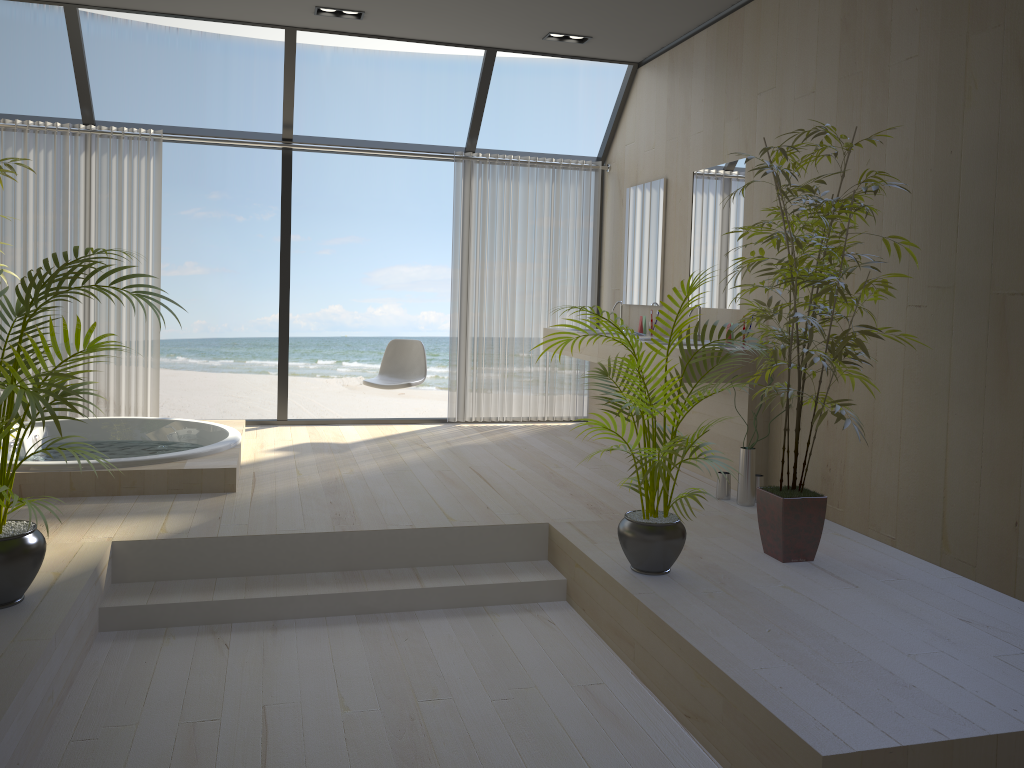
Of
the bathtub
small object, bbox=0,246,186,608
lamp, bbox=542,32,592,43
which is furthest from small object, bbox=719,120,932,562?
lamp, bbox=542,32,592,43

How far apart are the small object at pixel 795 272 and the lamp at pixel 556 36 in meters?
2.7 m

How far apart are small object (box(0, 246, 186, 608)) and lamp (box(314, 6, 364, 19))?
3.1 meters

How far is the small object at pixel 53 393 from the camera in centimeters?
262cm

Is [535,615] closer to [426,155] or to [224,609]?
[224,609]

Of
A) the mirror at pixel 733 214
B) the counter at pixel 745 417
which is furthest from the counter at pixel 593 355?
the mirror at pixel 733 214

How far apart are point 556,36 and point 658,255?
1.6 meters

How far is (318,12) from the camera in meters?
5.5 m

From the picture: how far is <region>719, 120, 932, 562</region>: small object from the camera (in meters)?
3.33

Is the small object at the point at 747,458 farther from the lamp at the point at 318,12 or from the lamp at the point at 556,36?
the lamp at the point at 318,12
